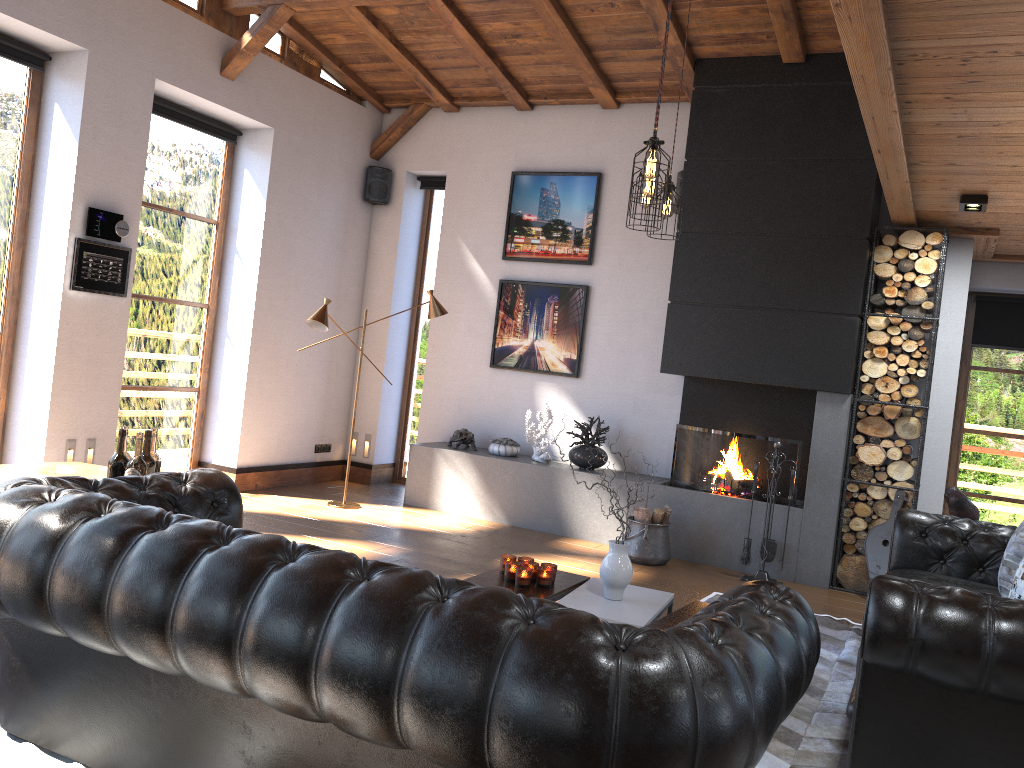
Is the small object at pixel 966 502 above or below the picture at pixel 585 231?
below

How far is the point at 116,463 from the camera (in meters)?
3.69

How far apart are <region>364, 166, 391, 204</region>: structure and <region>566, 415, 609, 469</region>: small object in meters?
3.1

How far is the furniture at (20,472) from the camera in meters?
5.0 m

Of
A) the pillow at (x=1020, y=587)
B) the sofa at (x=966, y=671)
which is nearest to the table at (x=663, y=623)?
the sofa at (x=966, y=671)

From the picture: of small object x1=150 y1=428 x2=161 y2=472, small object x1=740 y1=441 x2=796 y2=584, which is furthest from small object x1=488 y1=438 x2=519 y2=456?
small object x1=150 y1=428 x2=161 y2=472

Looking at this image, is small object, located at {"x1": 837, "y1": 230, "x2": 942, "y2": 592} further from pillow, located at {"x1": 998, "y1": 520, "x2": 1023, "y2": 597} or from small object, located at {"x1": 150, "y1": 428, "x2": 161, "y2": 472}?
small object, located at {"x1": 150, "y1": 428, "x2": 161, "y2": 472}

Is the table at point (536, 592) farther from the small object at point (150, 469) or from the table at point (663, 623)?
the small object at point (150, 469)

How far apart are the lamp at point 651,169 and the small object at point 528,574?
1.8 meters

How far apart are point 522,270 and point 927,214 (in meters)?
3.41
